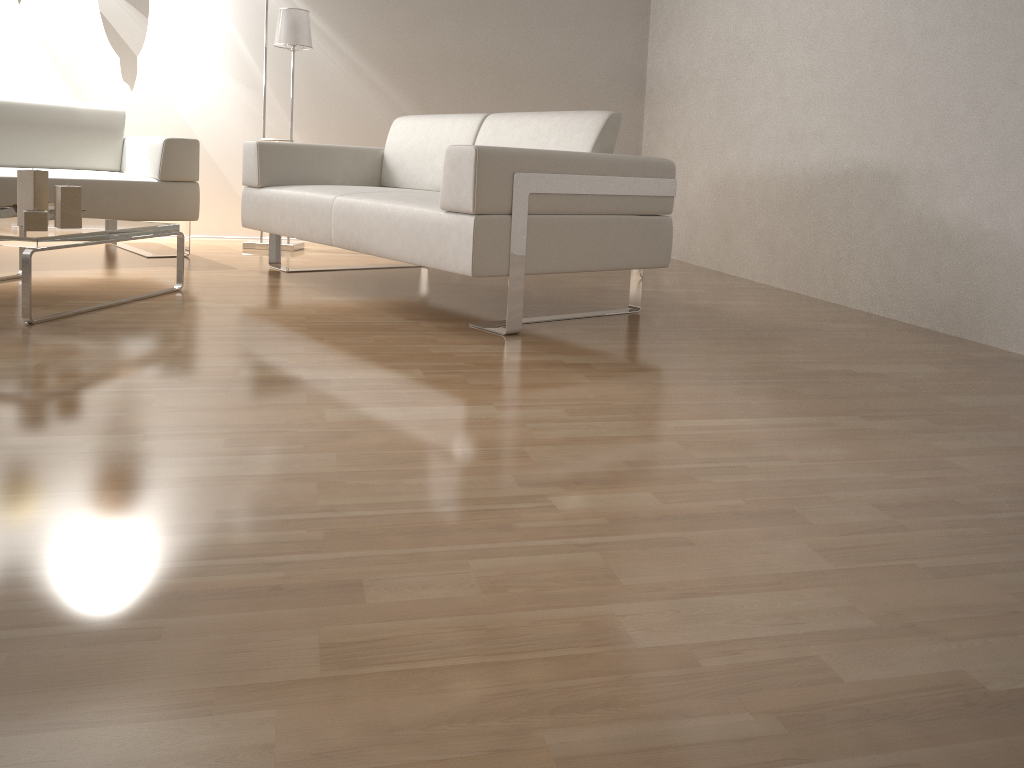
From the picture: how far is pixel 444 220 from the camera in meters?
2.7

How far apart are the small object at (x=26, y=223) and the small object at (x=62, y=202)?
0.11m

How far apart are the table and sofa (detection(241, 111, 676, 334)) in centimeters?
44cm

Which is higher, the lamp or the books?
the lamp

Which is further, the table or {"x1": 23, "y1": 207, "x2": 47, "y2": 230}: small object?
{"x1": 23, "y1": 207, "x2": 47, "y2": 230}: small object

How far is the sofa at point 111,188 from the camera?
3.85m

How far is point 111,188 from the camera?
3.9 meters

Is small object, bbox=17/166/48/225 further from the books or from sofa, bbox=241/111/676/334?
sofa, bbox=241/111/676/334

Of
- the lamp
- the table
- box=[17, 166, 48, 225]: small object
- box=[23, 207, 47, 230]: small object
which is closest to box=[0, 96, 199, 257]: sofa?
the table

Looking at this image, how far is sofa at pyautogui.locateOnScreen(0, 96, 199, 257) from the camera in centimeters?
385cm
